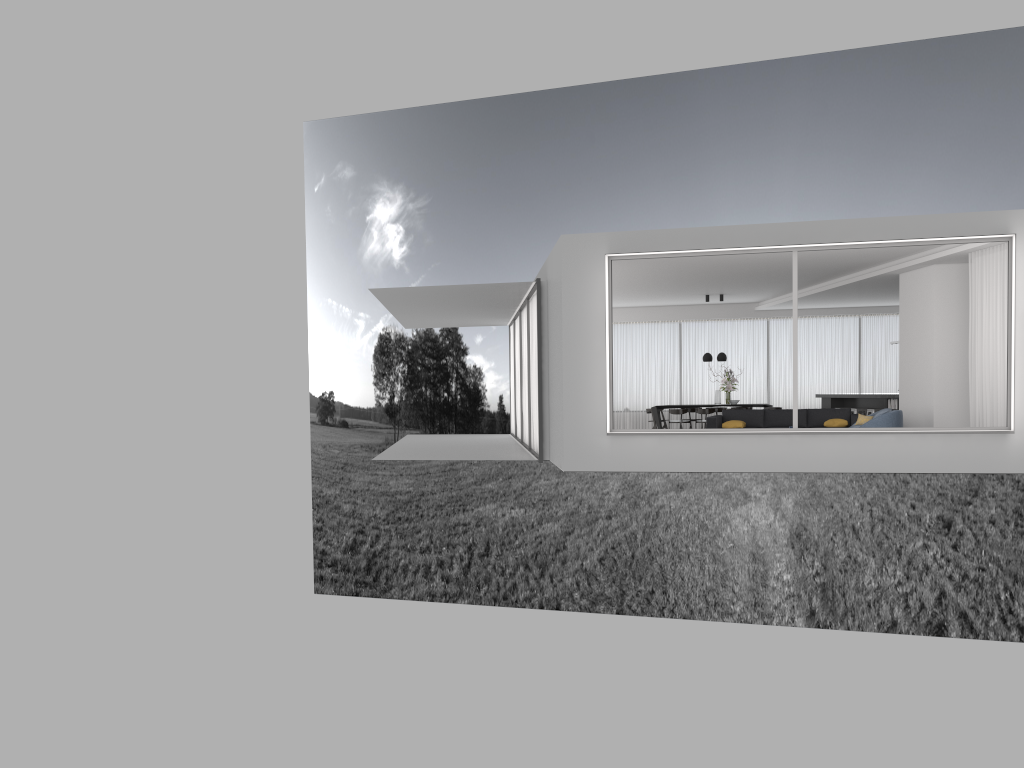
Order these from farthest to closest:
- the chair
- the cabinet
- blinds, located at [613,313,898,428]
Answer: blinds, located at [613,313,898,428] < the cabinet < the chair

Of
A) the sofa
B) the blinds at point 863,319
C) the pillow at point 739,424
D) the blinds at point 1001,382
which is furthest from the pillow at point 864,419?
the blinds at point 863,319

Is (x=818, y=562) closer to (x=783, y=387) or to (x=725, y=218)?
(x=725, y=218)

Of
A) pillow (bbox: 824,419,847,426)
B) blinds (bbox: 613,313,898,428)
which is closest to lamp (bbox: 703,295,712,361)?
blinds (bbox: 613,313,898,428)

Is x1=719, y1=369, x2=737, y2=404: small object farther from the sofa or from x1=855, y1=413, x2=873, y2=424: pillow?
x1=855, y1=413, x2=873, y2=424: pillow

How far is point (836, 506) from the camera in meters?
33.1

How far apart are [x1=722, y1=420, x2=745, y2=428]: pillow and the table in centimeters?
414cm

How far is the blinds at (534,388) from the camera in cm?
1574

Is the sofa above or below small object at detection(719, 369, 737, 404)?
below

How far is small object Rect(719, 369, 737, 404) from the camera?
18.9 meters
